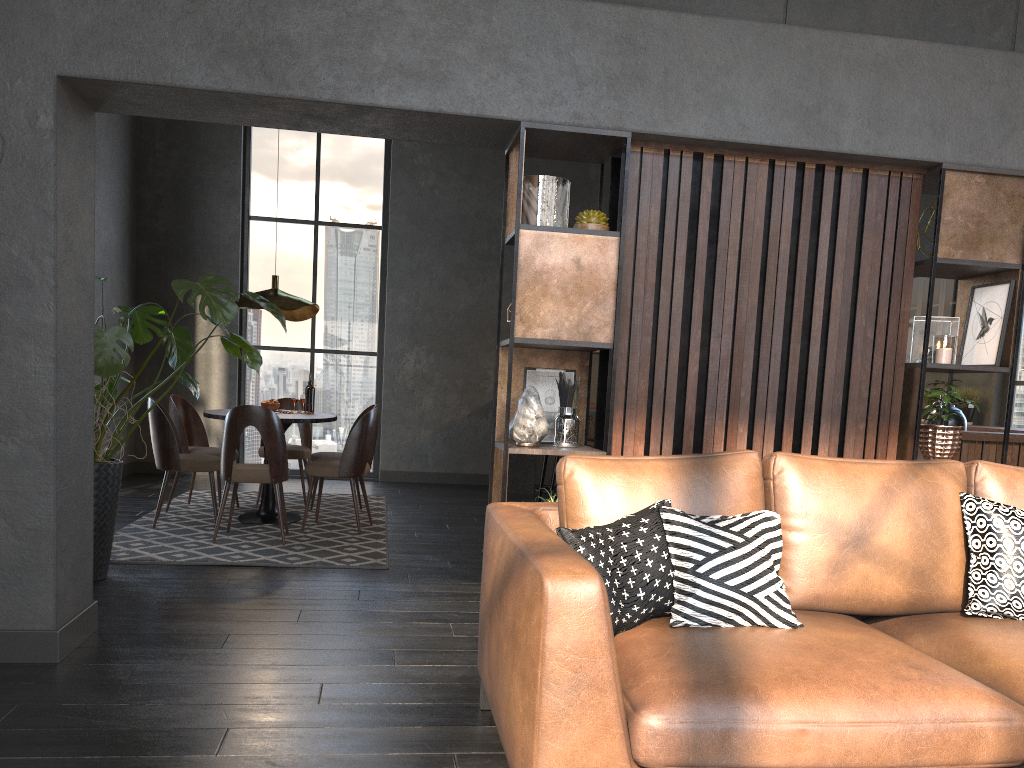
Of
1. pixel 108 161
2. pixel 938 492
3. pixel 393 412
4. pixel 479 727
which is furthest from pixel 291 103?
pixel 393 412

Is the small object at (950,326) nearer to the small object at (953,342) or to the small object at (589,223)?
the small object at (953,342)

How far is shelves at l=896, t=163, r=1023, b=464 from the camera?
3.6m

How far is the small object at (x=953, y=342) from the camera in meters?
3.6

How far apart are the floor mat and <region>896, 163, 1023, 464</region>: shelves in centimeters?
278cm

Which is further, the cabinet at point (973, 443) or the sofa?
the cabinet at point (973, 443)

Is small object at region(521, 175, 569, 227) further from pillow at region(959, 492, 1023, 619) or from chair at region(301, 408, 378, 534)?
chair at region(301, 408, 378, 534)

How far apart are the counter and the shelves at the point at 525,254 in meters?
2.6 m

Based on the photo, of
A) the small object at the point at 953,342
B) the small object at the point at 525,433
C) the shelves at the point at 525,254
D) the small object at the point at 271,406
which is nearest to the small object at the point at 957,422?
the small object at the point at 953,342

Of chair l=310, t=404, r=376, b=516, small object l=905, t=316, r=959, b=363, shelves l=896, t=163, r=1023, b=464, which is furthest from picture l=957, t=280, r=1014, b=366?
chair l=310, t=404, r=376, b=516
